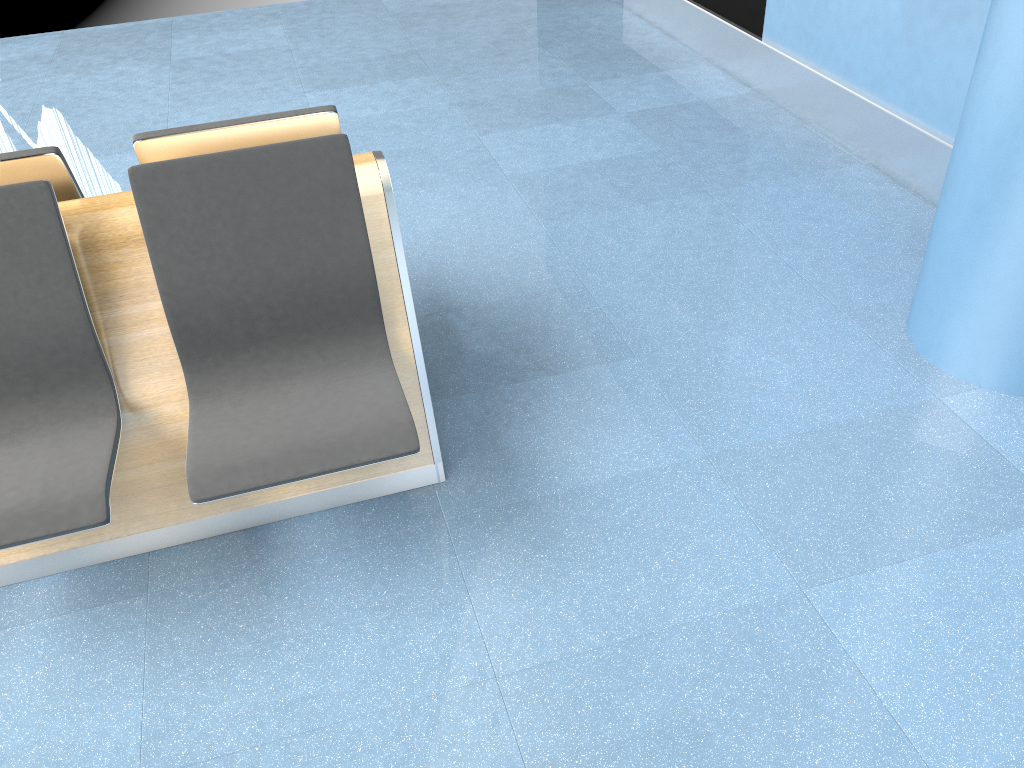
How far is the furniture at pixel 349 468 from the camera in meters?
1.9 m

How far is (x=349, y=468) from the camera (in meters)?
1.92

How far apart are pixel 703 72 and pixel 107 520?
4.1 meters

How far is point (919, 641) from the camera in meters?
1.9

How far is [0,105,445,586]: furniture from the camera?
1.9m

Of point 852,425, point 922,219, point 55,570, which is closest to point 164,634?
point 55,570
